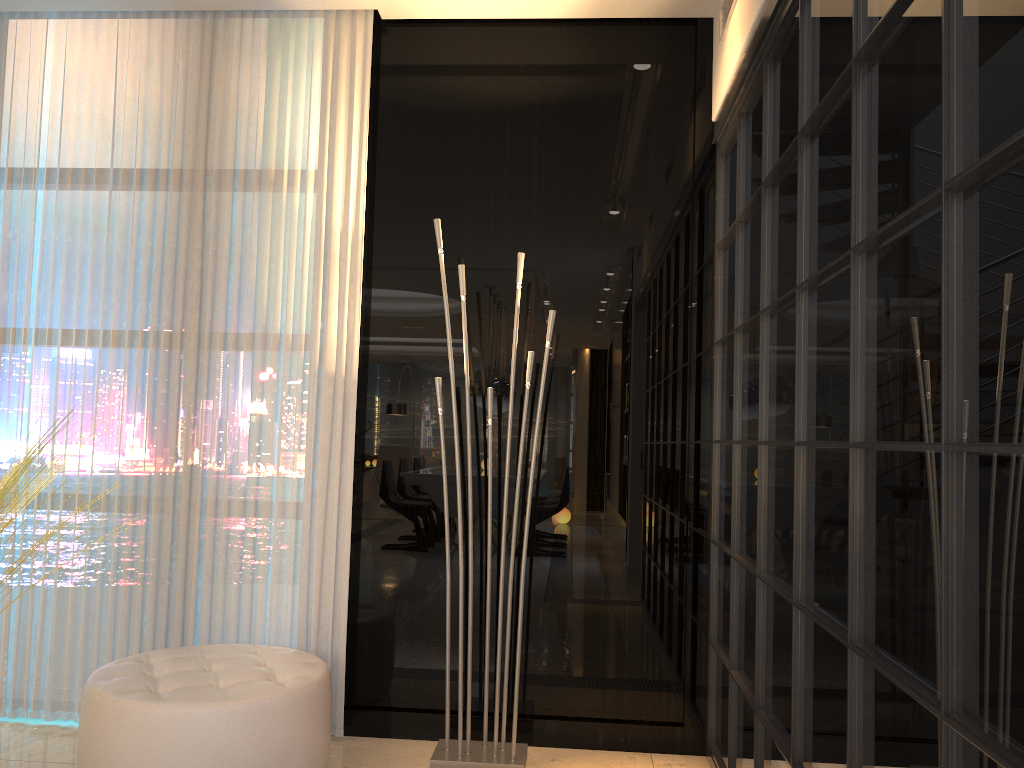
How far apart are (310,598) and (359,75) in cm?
192

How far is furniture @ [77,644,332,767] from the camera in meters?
2.4 m

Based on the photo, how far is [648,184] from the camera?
3.23m

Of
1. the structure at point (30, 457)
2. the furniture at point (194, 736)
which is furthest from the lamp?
the structure at point (30, 457)

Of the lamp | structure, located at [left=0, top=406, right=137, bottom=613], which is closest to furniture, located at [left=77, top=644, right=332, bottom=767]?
the lamp

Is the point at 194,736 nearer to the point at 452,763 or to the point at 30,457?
the point at 452,763

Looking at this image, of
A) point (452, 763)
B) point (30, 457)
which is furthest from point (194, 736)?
point (30, 457)

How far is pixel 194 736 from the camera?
2.4m

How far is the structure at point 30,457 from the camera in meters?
2.8 m

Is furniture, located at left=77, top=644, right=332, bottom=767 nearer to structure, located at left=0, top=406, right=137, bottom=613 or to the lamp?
the lamp
